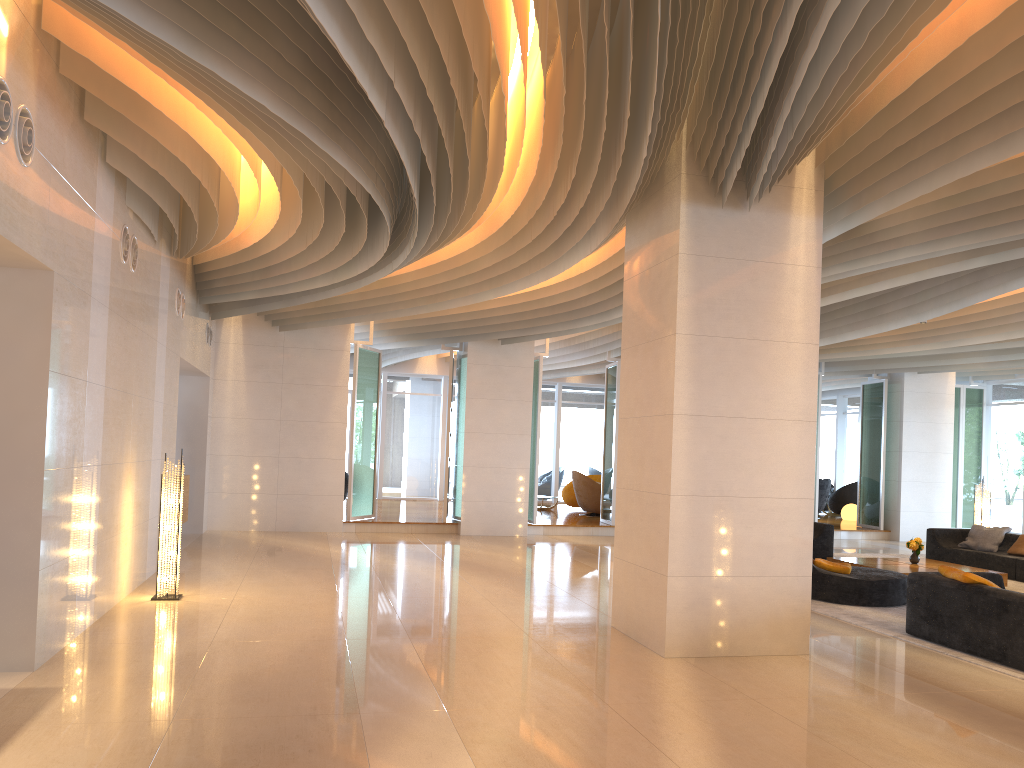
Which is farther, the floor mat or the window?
the window

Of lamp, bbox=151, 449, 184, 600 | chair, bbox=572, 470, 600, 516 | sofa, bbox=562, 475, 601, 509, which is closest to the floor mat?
lamp, bbox=151, 449, 184, 600

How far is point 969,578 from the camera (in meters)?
7.32

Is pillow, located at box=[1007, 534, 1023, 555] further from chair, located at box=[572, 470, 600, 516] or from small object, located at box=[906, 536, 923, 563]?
chair, located at box=[572, 470, 600, 516]

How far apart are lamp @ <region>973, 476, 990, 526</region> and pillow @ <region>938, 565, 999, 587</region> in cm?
778

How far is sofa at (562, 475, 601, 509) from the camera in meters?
21.5 m

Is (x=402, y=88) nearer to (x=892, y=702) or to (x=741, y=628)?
(x=741, y=628)

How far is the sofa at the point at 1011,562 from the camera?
12.41m

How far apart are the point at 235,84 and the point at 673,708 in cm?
444

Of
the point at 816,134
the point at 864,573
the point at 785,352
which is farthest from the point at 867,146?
the point at 864,573
